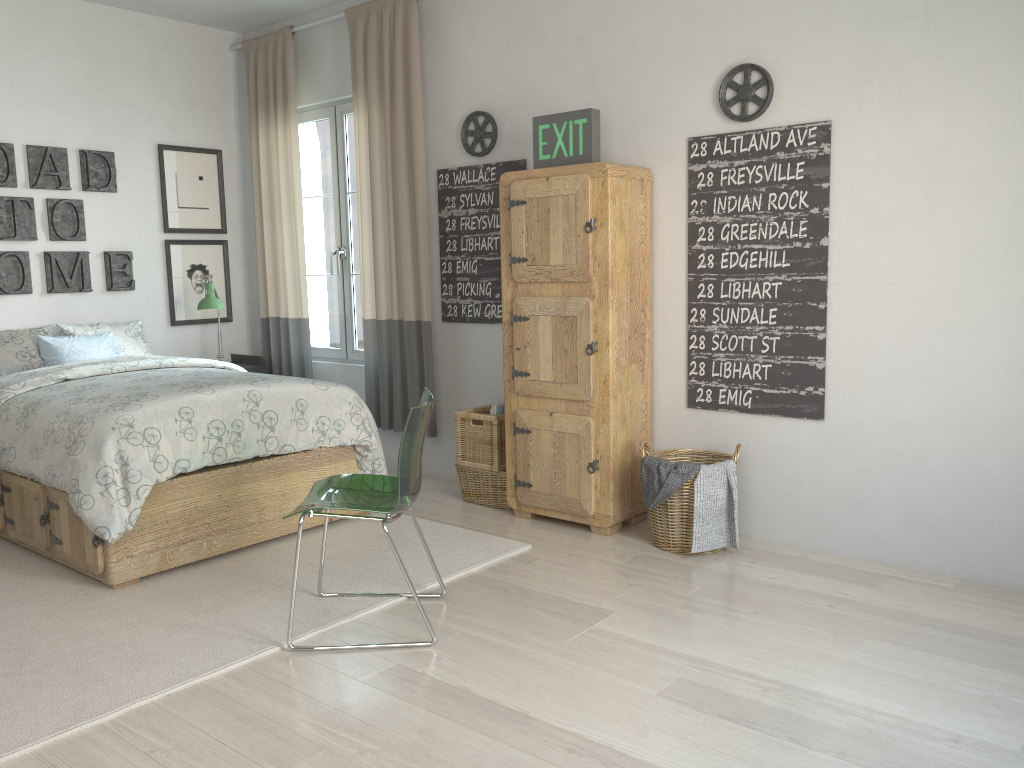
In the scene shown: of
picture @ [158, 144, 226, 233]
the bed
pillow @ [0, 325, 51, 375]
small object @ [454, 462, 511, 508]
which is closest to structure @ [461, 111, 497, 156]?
the bed

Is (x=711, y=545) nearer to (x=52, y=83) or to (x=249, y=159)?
(x=249, y=159)

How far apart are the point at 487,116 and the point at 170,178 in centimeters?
215cm

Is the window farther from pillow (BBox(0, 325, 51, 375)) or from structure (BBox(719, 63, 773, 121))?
structure (BBox(719, 63, 773, 121))

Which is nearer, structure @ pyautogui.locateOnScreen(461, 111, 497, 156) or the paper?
the paper

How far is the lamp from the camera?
5.00m

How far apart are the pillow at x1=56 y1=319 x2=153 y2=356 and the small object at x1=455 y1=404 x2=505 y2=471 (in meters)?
1.95

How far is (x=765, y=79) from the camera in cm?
346

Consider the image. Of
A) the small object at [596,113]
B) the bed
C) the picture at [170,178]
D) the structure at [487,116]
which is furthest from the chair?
the picture at [170,178]

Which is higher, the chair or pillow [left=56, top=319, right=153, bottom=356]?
pillow [left=56, top=319, right=153, bottom=356]
